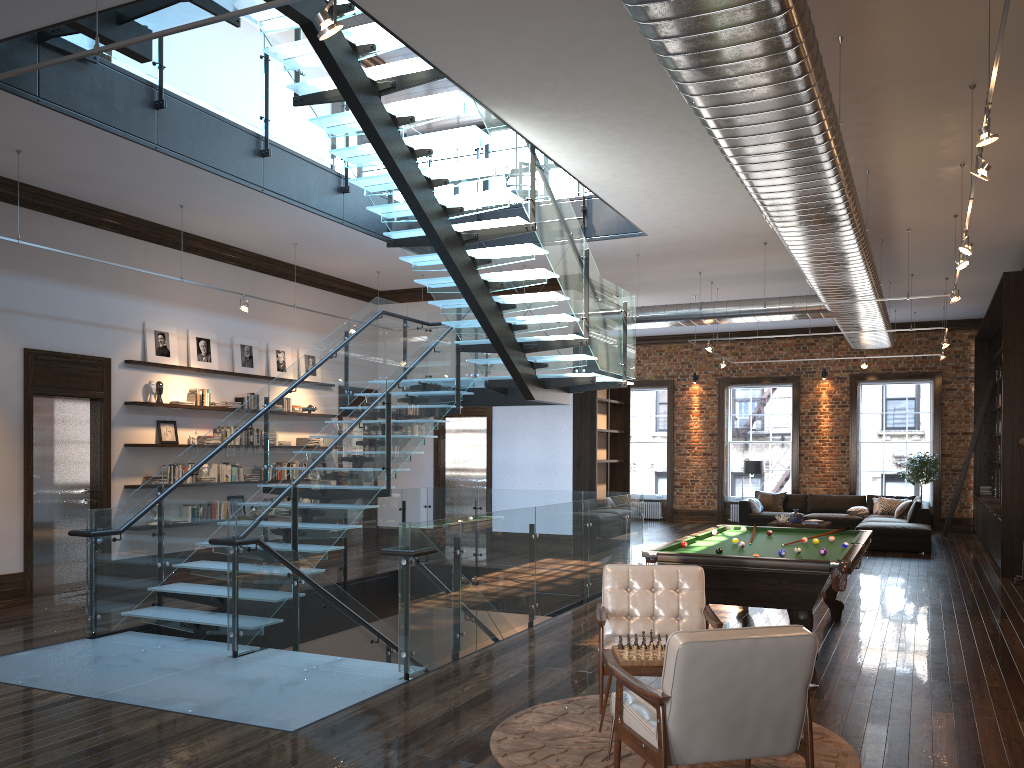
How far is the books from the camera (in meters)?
11.56

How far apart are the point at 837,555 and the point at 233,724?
4.7 meters

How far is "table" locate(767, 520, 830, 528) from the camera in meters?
15.6 m

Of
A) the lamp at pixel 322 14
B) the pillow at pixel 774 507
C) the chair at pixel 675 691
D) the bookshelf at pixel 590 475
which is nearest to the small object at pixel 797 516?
the pillow at pixel 774 507

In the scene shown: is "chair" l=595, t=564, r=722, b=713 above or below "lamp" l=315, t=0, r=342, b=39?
below

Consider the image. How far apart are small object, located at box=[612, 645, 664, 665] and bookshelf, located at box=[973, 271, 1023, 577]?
8.9m

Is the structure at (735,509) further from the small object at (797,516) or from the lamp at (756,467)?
the small object at (797,516)

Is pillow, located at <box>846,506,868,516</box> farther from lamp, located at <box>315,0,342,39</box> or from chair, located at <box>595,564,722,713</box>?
lamp, located at <box>315,0,342,39</box>

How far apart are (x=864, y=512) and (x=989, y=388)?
3.41m

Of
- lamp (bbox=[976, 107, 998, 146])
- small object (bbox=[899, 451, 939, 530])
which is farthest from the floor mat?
small object (bbox=[899, 451, 939, 530])
